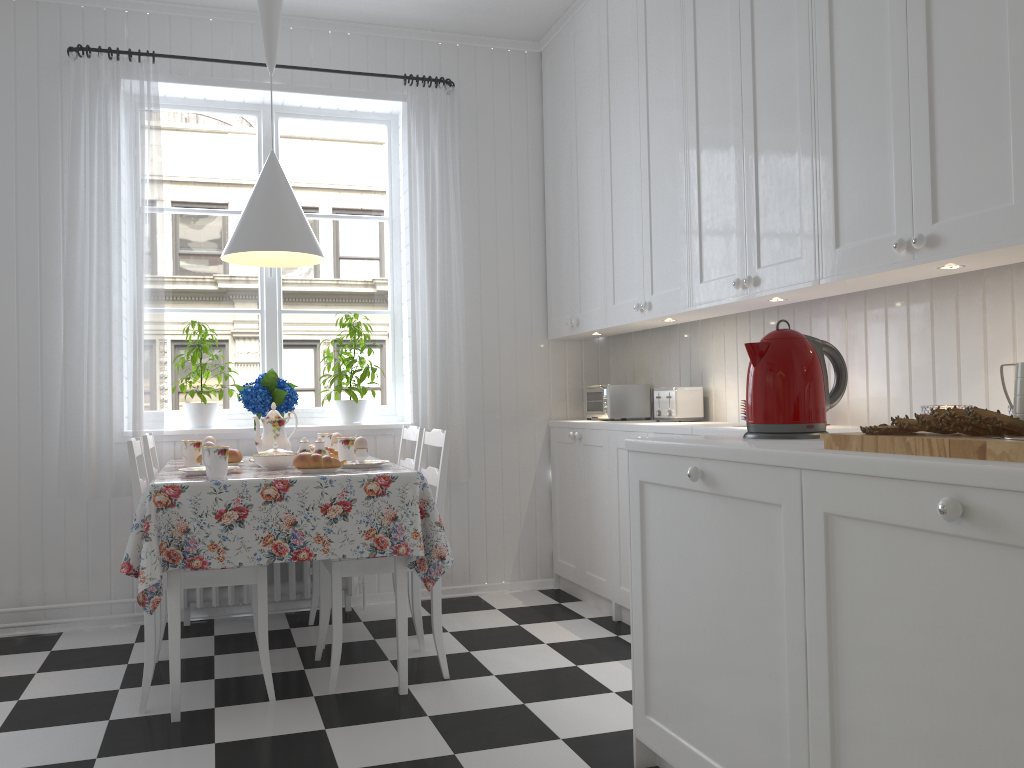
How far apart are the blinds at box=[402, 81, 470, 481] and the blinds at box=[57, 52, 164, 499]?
1.0 meters

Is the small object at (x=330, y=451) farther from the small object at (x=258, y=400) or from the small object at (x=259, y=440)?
the small object at (x=258, y=400)

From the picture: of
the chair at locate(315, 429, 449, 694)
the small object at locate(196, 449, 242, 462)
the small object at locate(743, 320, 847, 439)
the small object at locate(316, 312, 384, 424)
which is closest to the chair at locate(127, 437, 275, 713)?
the chair at locate(315, 429, 449, 694)

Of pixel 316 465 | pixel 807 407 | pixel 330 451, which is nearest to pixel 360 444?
pixel 316 465

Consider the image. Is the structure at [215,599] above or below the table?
below

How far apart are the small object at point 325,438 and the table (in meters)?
0.52

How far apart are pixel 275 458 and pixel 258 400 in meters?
0.7

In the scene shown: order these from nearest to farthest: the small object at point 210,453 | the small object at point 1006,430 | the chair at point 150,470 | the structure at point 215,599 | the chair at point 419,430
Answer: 1. the small object at point 1006,430
2. the small object at point 210,453
3. the chair at point 150,470
4. the chair at point 419,430
5. the structure at point 215,599

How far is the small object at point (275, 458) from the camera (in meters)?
2.97

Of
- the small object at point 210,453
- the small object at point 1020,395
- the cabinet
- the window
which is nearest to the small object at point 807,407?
the cabinet
